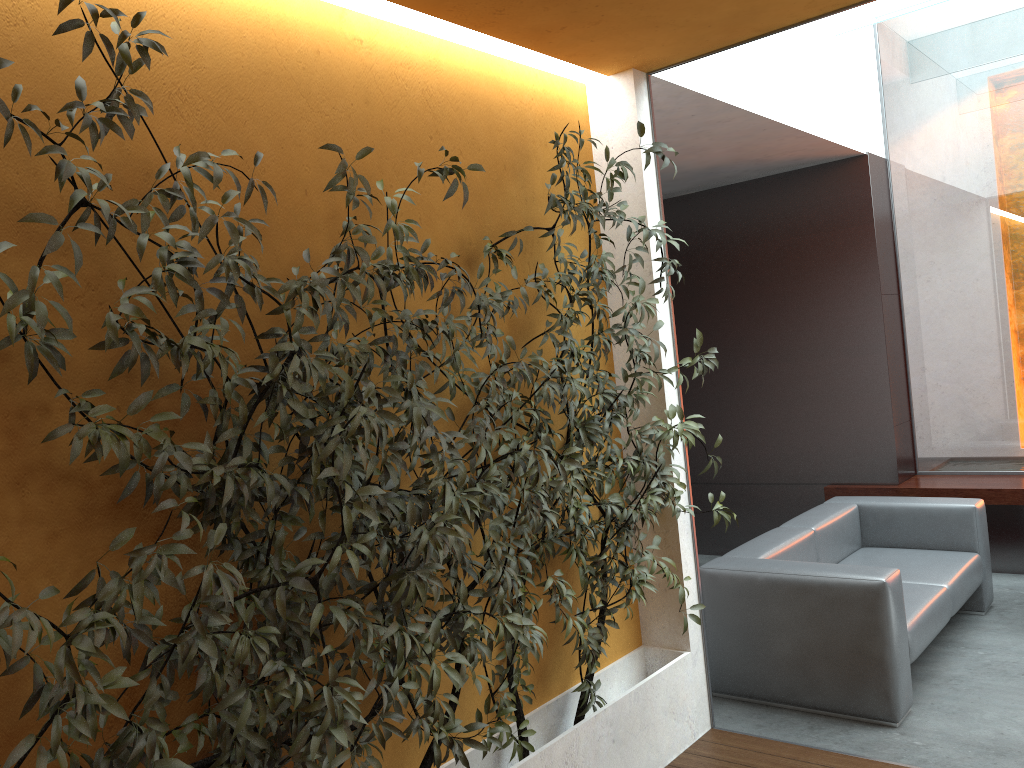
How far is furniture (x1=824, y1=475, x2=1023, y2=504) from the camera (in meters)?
5.90

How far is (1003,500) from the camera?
5.90m

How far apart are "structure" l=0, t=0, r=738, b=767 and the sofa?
0.7 meters

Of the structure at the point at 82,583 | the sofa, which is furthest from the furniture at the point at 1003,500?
the structure at the point at 82,583

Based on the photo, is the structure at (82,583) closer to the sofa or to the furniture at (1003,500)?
the sofa

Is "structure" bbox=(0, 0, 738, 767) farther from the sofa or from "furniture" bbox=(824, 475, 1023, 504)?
"furniture" bbox=(824, 475, 1023, 504)

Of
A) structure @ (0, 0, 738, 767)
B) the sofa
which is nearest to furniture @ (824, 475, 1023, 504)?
the sofa

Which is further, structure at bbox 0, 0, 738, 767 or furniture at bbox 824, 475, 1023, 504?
furniture at bbox 824, 475, 1023, 504

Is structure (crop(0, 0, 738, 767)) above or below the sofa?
above

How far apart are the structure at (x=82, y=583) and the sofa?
0.7 meters
